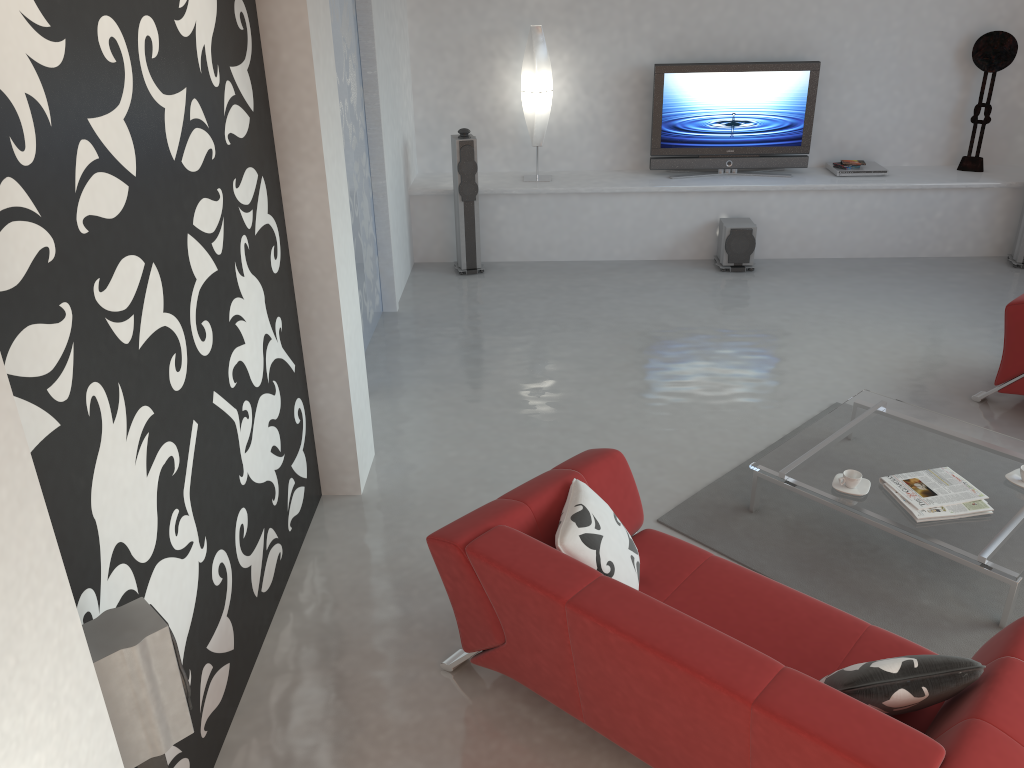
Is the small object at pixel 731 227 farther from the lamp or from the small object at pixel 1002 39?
the small object at pixel 1002 39

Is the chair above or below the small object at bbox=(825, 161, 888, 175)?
below

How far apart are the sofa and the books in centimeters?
86cm

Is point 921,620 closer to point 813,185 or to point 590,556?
point 590,556

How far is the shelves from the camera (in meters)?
7.34

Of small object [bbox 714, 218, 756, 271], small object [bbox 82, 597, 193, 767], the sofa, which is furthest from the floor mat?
small object [bbox 714, 218, 756, 271]

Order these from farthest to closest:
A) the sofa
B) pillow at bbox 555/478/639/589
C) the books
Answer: the books
pillow at bbox 555/478/639/589
the sofa

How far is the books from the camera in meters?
3.7

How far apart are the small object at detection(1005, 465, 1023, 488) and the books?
0.2m

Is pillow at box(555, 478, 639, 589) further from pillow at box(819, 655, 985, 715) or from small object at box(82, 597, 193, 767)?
small object at box(82, 597, 193, 767)
